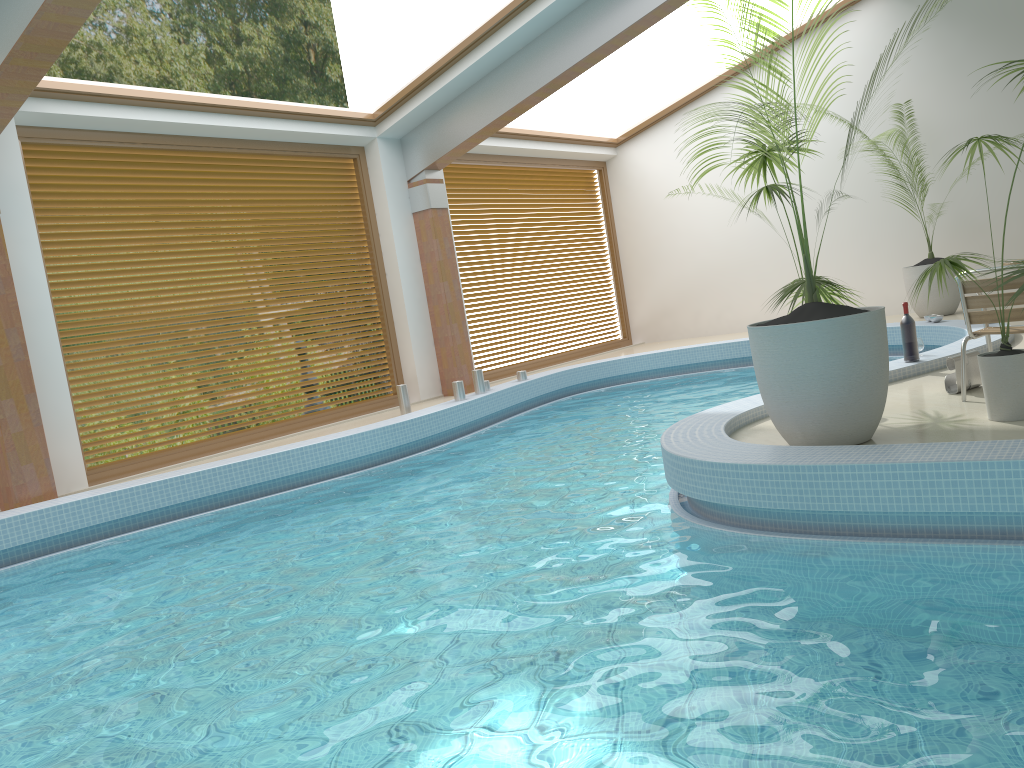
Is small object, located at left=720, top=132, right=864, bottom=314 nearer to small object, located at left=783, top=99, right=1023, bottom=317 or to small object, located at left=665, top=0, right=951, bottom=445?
small object, located at left=665, top=0, right=951, bottom=445

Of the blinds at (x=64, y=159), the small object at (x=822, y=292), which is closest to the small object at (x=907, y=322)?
the small object at (x=822, y=292)

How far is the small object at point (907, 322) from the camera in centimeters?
640cm

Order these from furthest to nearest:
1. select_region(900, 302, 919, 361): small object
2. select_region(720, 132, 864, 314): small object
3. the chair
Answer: select_region(900, 302, 919, 361): small object < select_region(720, 132, 864, 314): small object < the chair

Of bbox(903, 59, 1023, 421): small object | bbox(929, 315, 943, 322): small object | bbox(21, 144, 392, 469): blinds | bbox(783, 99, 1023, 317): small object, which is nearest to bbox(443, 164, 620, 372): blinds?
bbox(21, 144, 392, 469): blinds

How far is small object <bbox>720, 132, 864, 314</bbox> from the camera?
4.9 meters

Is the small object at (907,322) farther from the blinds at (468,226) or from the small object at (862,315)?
the blinds at (468,226)

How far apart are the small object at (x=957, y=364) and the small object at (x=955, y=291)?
4.8 meters

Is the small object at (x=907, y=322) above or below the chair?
below

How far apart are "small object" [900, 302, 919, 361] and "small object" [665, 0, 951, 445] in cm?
213
